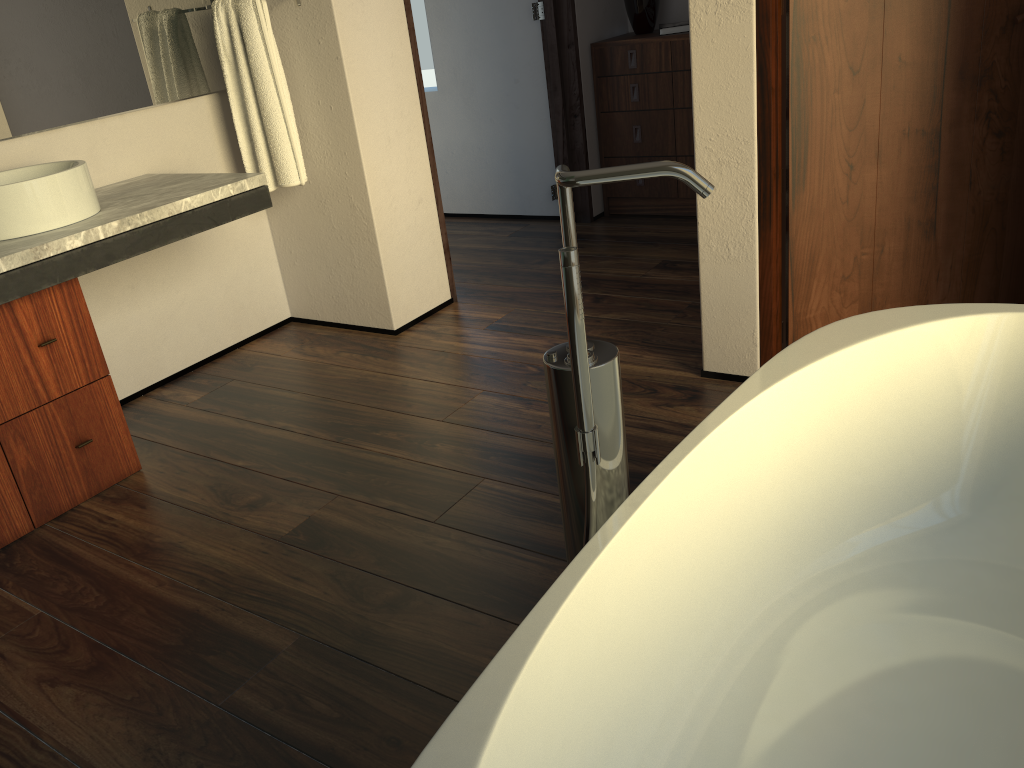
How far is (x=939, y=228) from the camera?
2.3 meters

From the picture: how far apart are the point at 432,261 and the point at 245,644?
1.88m

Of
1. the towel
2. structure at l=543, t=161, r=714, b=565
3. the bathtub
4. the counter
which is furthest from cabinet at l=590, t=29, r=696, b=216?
structure at l=543, t=161, r=714, b=565

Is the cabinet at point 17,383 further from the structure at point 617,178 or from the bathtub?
the bathtub

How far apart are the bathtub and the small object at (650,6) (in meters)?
2.88

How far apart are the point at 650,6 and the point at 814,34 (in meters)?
2.08

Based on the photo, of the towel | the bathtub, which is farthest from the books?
the bathtub

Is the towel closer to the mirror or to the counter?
the mirror

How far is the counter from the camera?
2.05m

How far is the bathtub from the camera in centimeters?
104cm
